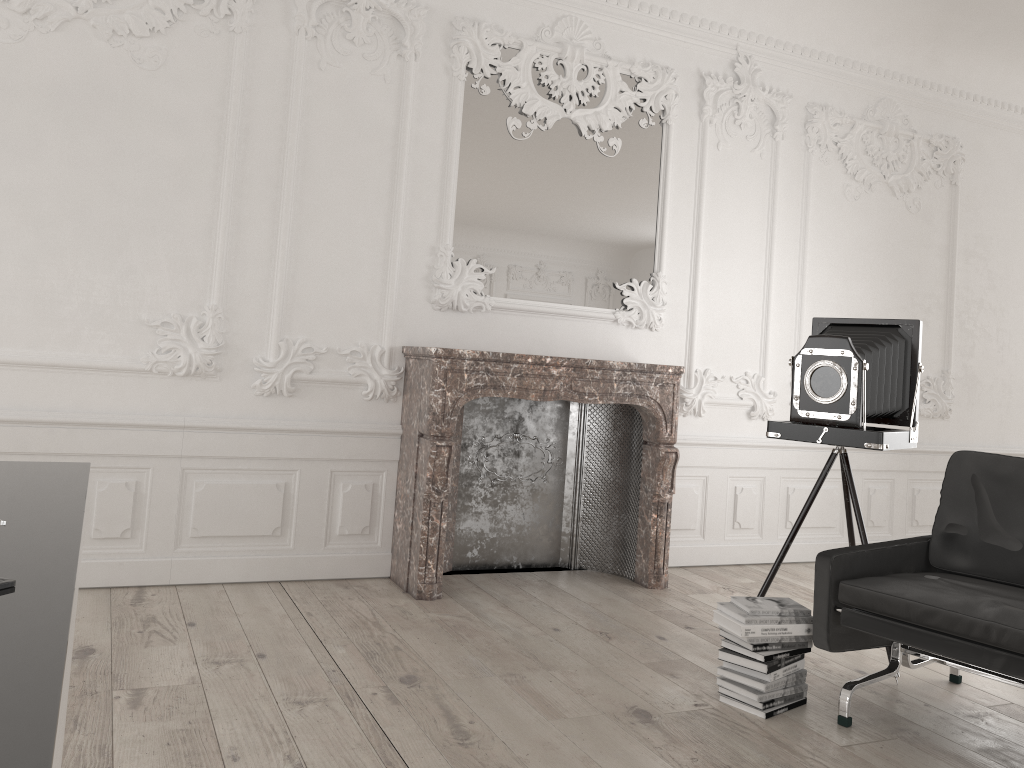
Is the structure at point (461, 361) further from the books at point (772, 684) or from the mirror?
the books at point (772, 684)

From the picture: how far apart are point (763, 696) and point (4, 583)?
2.82m

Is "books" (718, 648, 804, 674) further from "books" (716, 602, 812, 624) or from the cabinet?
the cabinet

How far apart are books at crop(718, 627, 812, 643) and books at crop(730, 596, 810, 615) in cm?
10

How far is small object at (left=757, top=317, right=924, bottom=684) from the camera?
3.8m

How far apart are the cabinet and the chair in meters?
2.5

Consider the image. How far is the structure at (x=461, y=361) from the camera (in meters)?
4.44

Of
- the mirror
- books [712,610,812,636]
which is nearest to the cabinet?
books [712,610,812,636]

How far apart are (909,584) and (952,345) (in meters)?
4.00

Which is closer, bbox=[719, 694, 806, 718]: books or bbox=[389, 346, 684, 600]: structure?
bbox=[719, 694, 806, 718]: books
